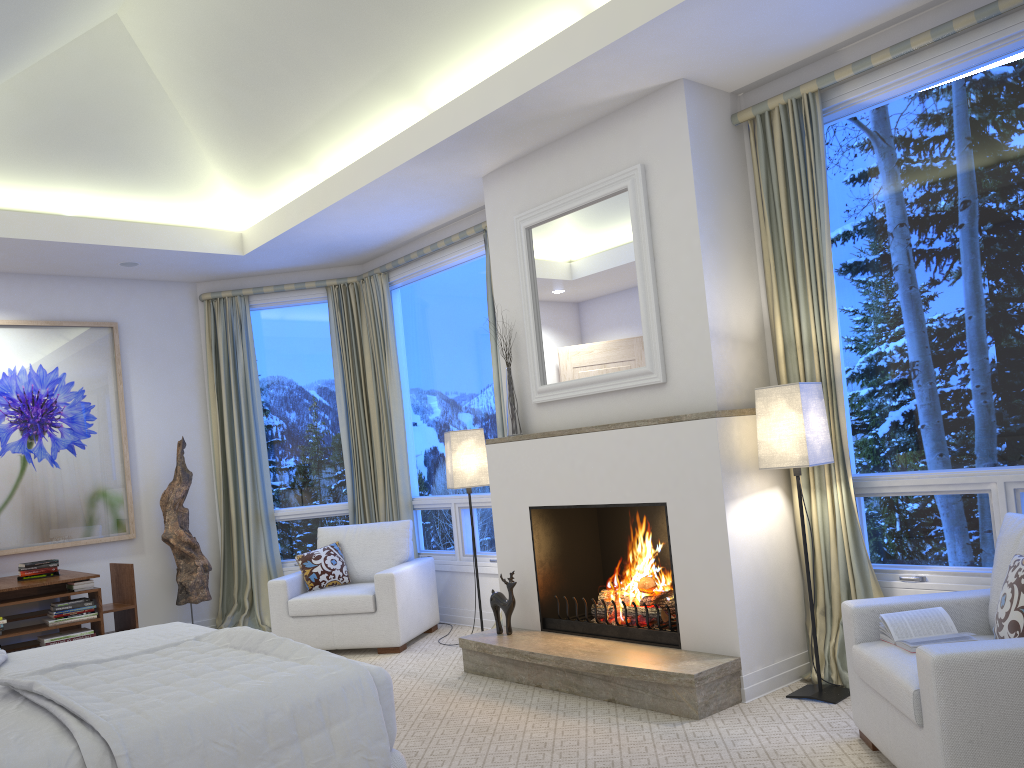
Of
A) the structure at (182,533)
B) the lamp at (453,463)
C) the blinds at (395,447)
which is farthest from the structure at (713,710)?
the structure at (182,533)

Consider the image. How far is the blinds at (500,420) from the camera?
5.1 meters

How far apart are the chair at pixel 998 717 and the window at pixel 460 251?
2.72m

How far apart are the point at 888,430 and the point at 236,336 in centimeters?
448cm

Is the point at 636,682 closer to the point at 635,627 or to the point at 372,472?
the point at 635,627

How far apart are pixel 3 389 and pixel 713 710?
4.68m

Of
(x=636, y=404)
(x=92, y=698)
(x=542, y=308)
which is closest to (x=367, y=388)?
(x=542, y=308)

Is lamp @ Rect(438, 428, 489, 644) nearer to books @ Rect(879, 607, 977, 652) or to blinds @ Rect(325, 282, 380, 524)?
blinds @ Rect(325, 282, 380, 524)

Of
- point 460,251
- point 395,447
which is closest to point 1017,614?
point 460,251

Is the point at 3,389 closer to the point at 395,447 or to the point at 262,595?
the point at 262,595
